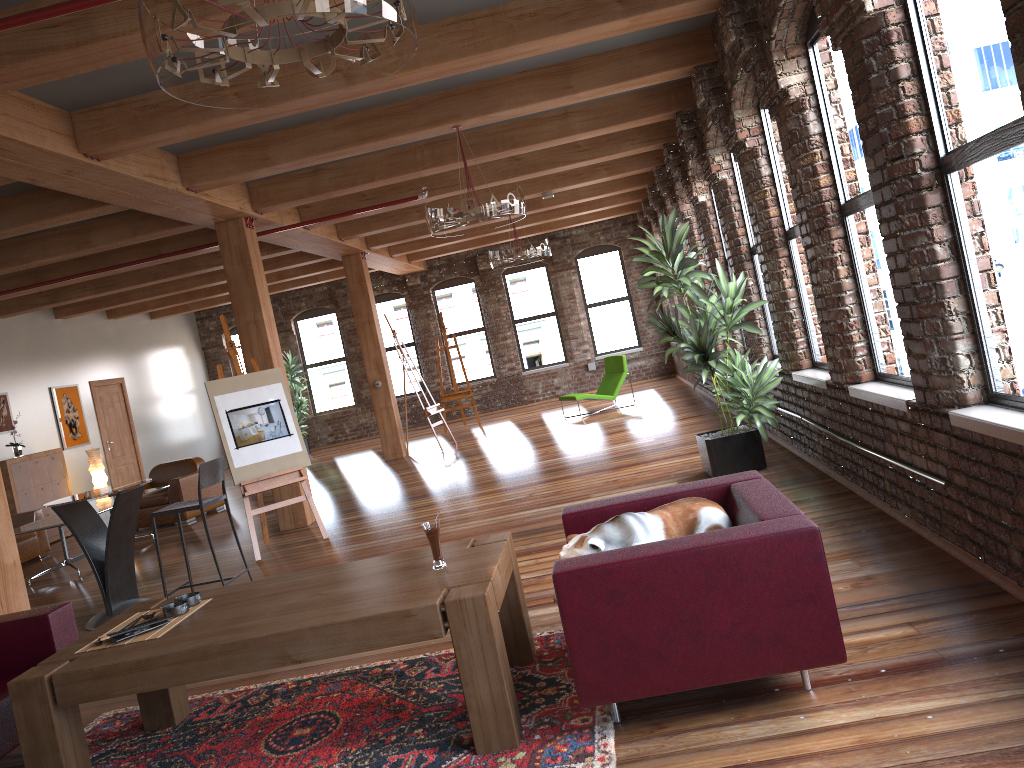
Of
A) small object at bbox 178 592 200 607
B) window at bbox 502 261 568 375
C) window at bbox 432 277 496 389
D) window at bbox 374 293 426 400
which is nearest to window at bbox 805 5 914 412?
small object at bbox 178 592 200 607

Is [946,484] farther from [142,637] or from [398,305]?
[398,305]

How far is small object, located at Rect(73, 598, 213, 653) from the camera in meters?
3.4 m

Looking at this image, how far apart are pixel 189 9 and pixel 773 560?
2.3m

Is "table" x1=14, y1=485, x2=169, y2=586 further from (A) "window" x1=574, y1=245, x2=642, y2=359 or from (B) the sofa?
(A) "window" x1=574, y1=245, x2=642, y2=359

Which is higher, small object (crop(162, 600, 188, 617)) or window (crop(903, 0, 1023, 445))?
window (crop(903, 0, 1023, 445))

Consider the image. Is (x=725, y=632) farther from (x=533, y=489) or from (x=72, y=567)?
(x=72, y=567)

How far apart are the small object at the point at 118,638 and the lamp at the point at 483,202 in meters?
4.0 m

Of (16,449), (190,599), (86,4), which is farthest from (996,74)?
(16,449)

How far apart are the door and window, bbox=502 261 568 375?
7.3 meters
